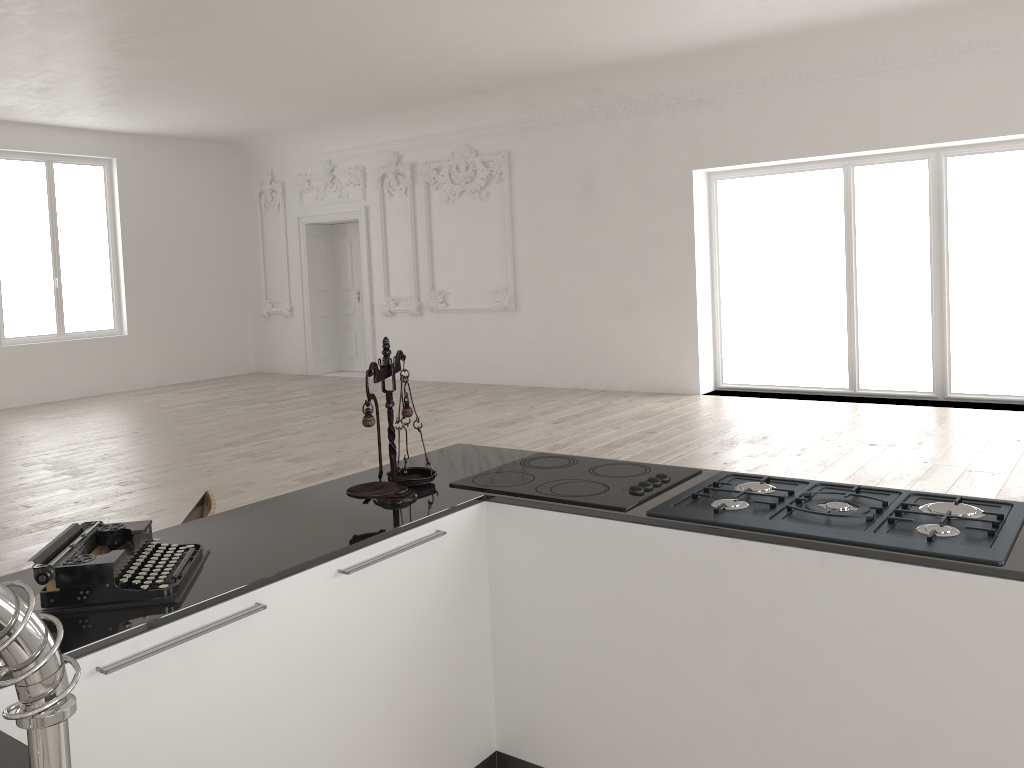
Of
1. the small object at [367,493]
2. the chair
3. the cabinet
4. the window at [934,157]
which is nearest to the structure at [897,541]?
the cabinet

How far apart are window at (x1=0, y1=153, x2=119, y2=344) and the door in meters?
2.7 m

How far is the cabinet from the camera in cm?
188

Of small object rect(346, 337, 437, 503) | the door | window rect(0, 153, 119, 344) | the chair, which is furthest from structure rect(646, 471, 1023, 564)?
window rect(0, 153, 119, 344)

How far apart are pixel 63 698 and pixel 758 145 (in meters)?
9.93

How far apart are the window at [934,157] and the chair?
8.0 meters

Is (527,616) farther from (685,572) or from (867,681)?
(867,681)

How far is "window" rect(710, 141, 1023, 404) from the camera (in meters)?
8.90

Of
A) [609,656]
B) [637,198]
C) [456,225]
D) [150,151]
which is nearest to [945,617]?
[609,656]

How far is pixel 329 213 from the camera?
13.5 meters
